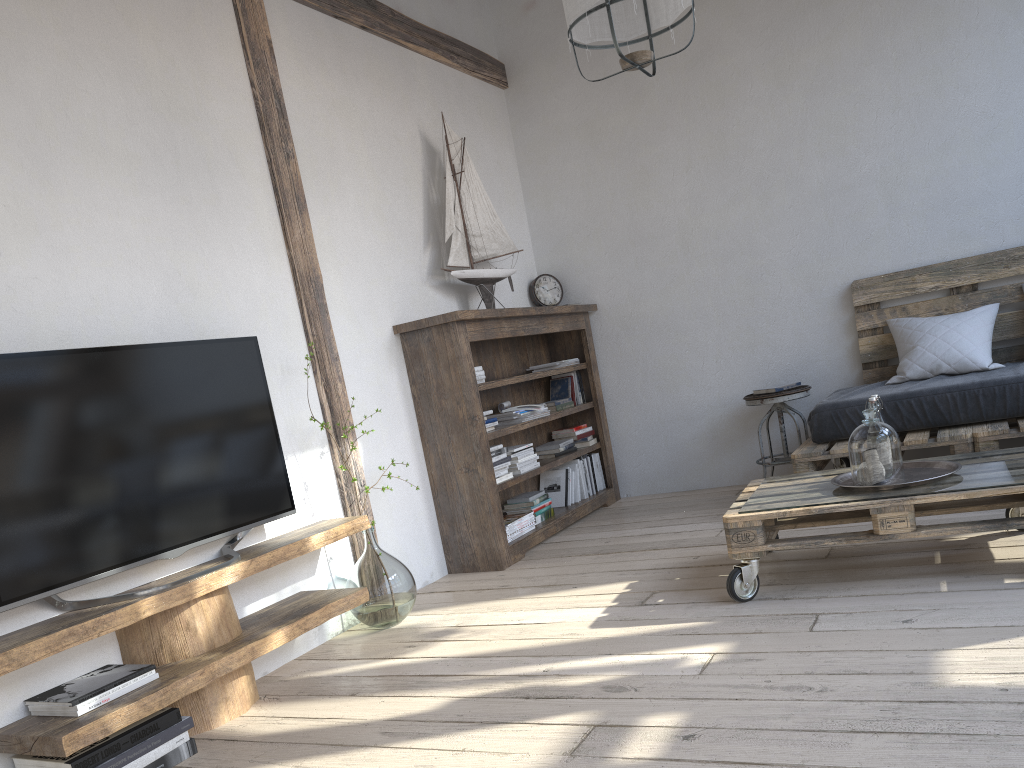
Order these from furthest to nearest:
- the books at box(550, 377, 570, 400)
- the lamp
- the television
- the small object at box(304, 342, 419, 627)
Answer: the books at box(550, 377, 570, 400) < the small object at box(304, 342, 419, 627) < the lamp < the television

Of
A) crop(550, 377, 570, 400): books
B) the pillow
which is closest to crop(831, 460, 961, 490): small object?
the pillow

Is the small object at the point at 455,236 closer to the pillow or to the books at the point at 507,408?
the books at the point at 507,408

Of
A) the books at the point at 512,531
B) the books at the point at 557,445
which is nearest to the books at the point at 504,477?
the books at the point at 512,531

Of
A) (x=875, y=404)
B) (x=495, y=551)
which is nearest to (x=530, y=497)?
(x=495, y=551)

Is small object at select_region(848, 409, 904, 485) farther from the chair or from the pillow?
the chair

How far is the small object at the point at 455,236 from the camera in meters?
4.4

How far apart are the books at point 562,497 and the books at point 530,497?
0.32m

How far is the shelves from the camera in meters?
2.1 m

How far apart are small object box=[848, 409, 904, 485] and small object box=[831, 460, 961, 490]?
0.03m
